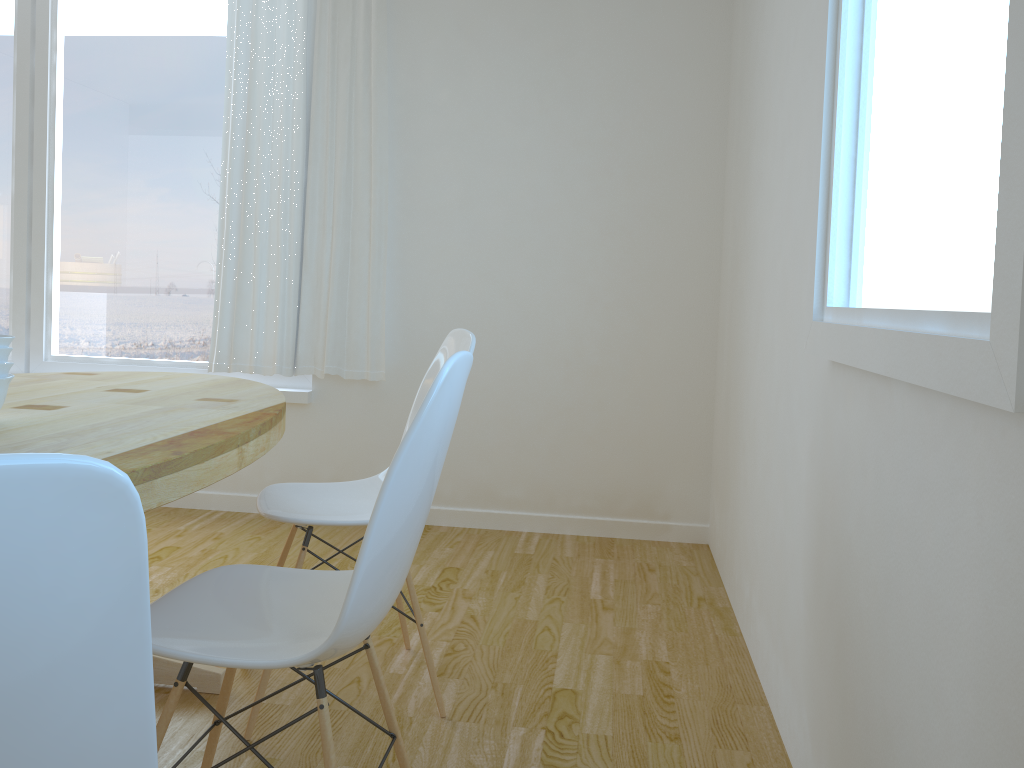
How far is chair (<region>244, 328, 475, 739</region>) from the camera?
2.0 meters

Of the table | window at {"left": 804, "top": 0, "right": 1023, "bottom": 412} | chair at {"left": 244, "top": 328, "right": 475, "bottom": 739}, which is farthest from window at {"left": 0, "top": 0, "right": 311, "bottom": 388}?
window at {"left": 804, "top": 0, "right": 1023, "bottom": 412}

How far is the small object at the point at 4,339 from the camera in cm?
158

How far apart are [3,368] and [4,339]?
0.1m

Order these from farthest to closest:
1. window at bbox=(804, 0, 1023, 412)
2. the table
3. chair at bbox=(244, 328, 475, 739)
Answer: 1. chair at bbox=(244, 328, 475, 739)
2. the table
3. window at bbox=(804, 0, 1023, 412)

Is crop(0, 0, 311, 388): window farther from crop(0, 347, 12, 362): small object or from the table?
crop(0, 347, 12, 362): small object

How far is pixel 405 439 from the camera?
1.24m

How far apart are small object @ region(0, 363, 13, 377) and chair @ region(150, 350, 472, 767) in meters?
0.5

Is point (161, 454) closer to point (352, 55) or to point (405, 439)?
point (405, 439)

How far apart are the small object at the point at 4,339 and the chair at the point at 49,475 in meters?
1.2 m
